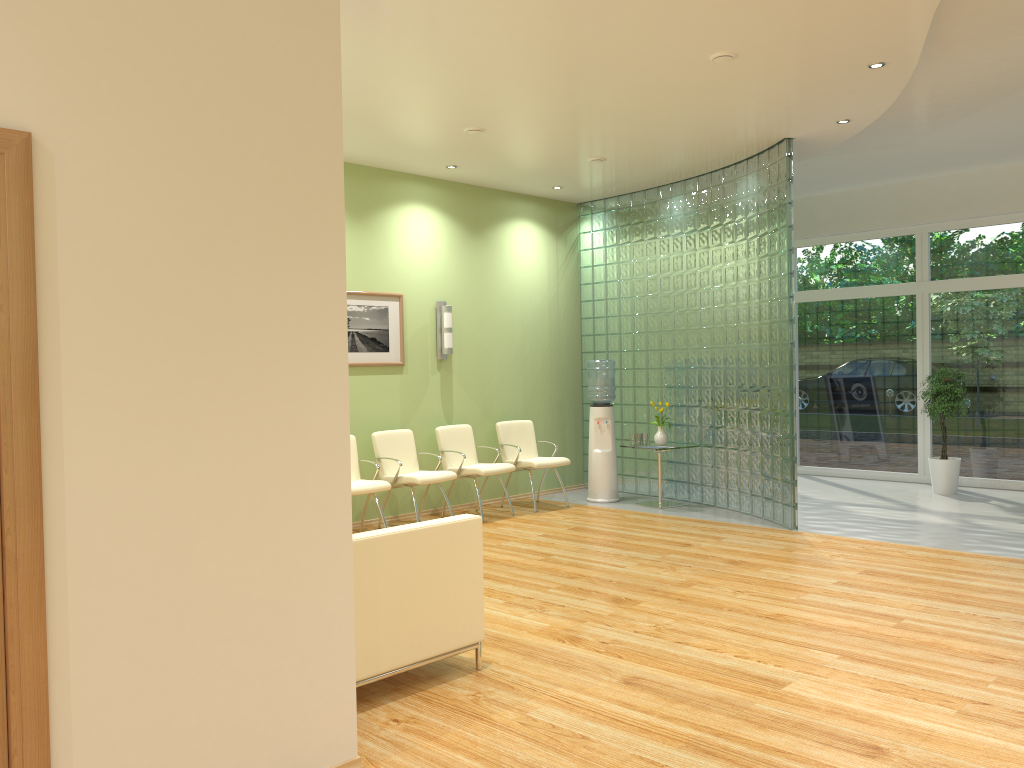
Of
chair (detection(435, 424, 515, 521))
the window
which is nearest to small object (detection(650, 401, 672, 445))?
chair (detection(435, 424, 515, 521))

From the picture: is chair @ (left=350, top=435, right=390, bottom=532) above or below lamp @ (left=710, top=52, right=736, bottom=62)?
below

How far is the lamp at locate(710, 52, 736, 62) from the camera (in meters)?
5.45

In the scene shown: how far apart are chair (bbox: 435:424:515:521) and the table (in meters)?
1.56

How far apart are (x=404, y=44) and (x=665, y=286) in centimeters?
494cm

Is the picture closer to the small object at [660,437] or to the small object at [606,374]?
the small object at [606,374]

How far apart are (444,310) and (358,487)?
2.3m

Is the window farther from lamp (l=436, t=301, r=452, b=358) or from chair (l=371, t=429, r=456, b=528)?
chair (l=371, t=429, r=456, b=528)

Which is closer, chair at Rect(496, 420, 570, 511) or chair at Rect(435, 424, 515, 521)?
chair at Rect(435, 424, 515, 521)

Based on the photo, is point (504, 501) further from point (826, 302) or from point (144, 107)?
point (144, 107)
